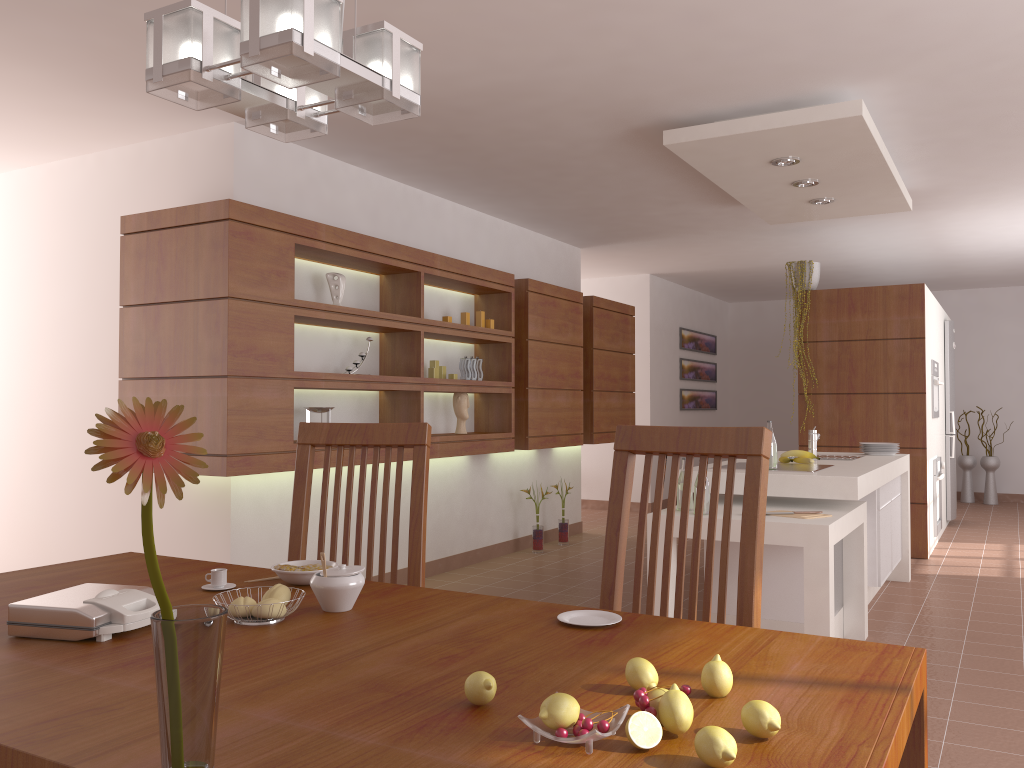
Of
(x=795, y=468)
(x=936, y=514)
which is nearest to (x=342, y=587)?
(x=795, y=468)

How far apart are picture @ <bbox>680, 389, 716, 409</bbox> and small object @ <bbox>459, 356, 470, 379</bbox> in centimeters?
498cm

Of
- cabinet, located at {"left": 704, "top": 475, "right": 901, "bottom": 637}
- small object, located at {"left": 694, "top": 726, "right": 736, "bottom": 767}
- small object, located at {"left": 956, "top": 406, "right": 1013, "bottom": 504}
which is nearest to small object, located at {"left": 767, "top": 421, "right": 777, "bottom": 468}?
cabinet, located at {"left": 704, "top": 475, "right": 901, "bottom": 637}

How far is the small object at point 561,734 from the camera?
0.9 meters

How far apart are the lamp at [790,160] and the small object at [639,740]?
4.0m

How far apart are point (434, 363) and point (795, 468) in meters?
2.3 m

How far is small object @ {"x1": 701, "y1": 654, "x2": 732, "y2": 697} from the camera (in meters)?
1.09

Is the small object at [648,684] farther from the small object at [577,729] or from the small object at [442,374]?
the small object at [442,374]

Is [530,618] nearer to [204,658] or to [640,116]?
[204,658]

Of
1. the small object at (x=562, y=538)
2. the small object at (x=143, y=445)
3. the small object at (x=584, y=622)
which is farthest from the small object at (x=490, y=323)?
the small object at (x=143, y=445)
